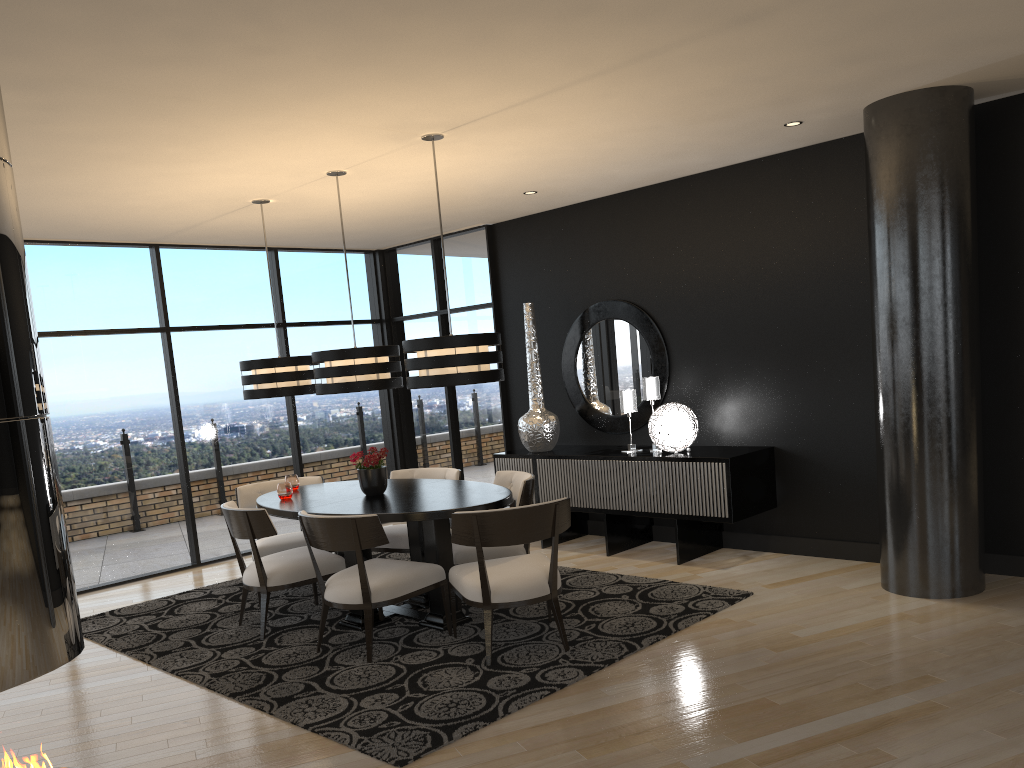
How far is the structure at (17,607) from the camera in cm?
195

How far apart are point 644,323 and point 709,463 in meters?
1.4 m

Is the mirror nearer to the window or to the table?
the window

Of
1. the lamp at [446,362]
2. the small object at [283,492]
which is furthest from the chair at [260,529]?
the lamp at [446,362]

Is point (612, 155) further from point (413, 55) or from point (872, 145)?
point (413, 55)

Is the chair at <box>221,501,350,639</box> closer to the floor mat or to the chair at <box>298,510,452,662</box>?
the floor mat

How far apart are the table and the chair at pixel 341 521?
0.2m

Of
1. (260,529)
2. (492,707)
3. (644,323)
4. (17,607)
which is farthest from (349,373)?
(17,607)

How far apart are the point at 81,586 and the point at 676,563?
4.59m

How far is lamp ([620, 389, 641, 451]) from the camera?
6.6 meters
